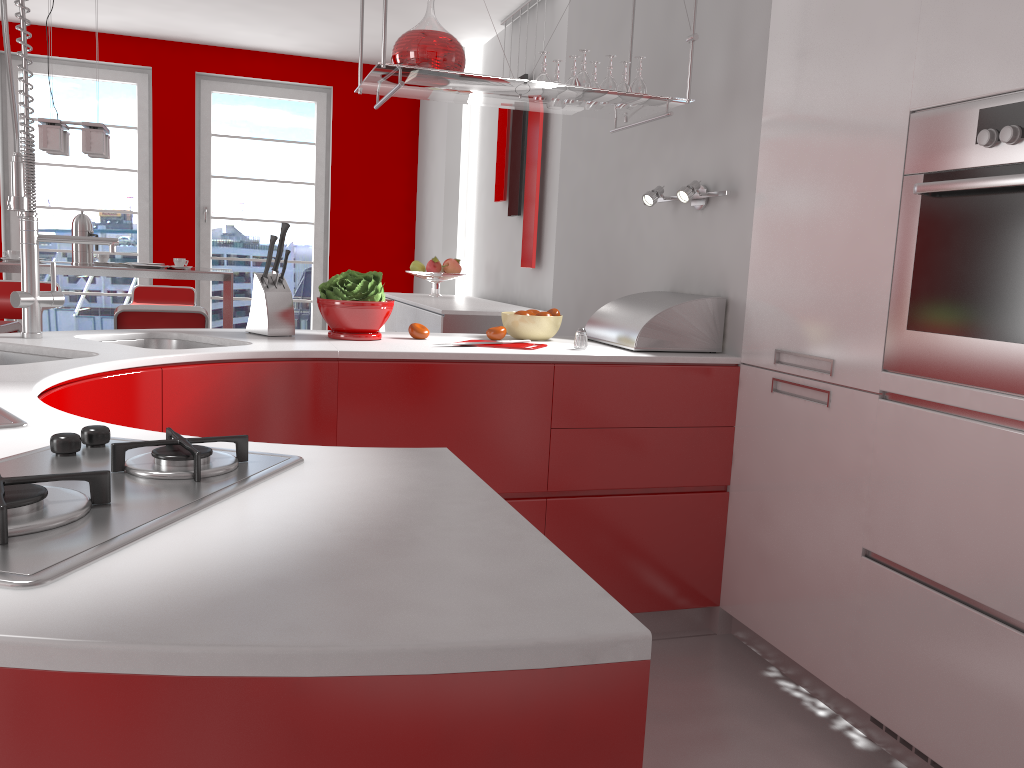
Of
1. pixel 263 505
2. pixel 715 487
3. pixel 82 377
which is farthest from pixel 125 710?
pixel 715 487

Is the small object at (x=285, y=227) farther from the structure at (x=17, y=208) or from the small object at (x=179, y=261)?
the small object at (x=179, y=261)

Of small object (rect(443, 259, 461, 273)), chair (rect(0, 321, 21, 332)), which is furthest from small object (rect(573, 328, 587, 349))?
small object (rect(443, 259, 461, 273))

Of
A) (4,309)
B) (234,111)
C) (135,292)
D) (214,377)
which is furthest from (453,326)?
(234,111)

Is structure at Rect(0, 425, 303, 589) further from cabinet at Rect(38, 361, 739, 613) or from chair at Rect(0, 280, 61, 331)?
chair at Rect(0, 280, 61, 331)

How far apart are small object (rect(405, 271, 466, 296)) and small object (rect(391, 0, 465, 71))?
3.1m

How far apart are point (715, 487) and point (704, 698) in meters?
0.6 m

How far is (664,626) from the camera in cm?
279

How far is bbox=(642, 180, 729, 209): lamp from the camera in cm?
272

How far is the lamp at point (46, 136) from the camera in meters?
4.5 m
